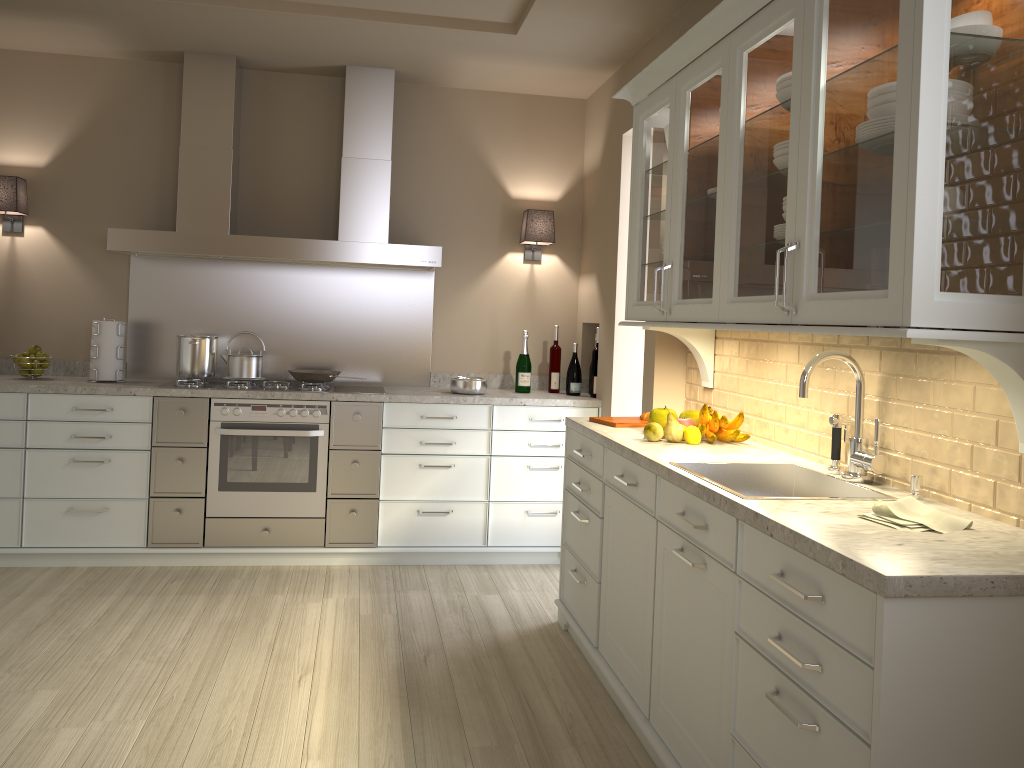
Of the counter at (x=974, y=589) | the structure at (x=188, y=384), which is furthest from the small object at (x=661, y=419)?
the structure at (x=188, y=384)

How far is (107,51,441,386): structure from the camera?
4.27m

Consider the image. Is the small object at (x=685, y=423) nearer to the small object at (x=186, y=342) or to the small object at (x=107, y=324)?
the small object at (x=186, y=342)

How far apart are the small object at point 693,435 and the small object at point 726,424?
0.02m

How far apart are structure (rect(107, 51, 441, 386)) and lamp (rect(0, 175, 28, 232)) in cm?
53

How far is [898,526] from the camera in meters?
1.8 m

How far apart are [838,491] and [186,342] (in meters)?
3.18

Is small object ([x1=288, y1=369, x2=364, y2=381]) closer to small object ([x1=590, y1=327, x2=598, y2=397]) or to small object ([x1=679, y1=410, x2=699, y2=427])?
small object ([x1=590, y1=327, x2=598, y2=397])

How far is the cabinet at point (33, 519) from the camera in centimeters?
399cm

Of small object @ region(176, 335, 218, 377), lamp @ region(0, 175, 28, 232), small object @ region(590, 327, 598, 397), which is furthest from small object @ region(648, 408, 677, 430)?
lamp @ region(0, 175, 28, 232)
